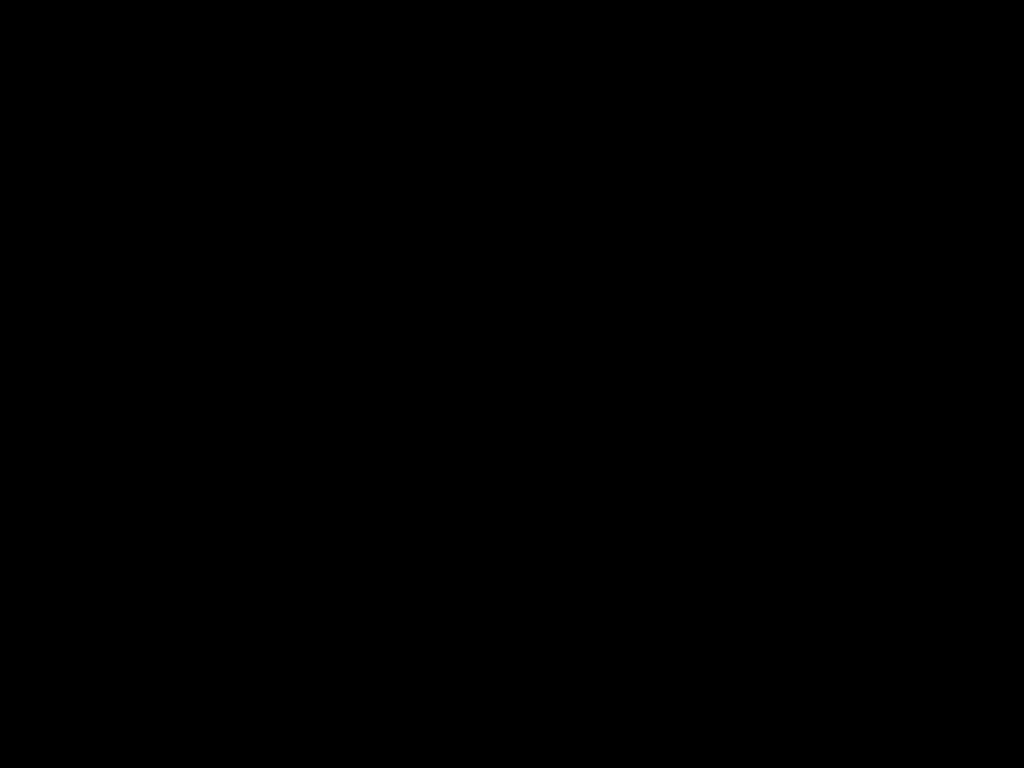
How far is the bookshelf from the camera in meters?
2.4 m

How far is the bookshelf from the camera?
2.4 meters

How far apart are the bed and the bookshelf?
0.02m

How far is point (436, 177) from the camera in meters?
0.8 m

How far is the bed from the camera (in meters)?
0.56

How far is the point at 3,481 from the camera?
2.4 meters

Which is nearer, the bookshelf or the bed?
the bed

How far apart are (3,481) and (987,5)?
2.59m

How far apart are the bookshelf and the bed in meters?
0.0
